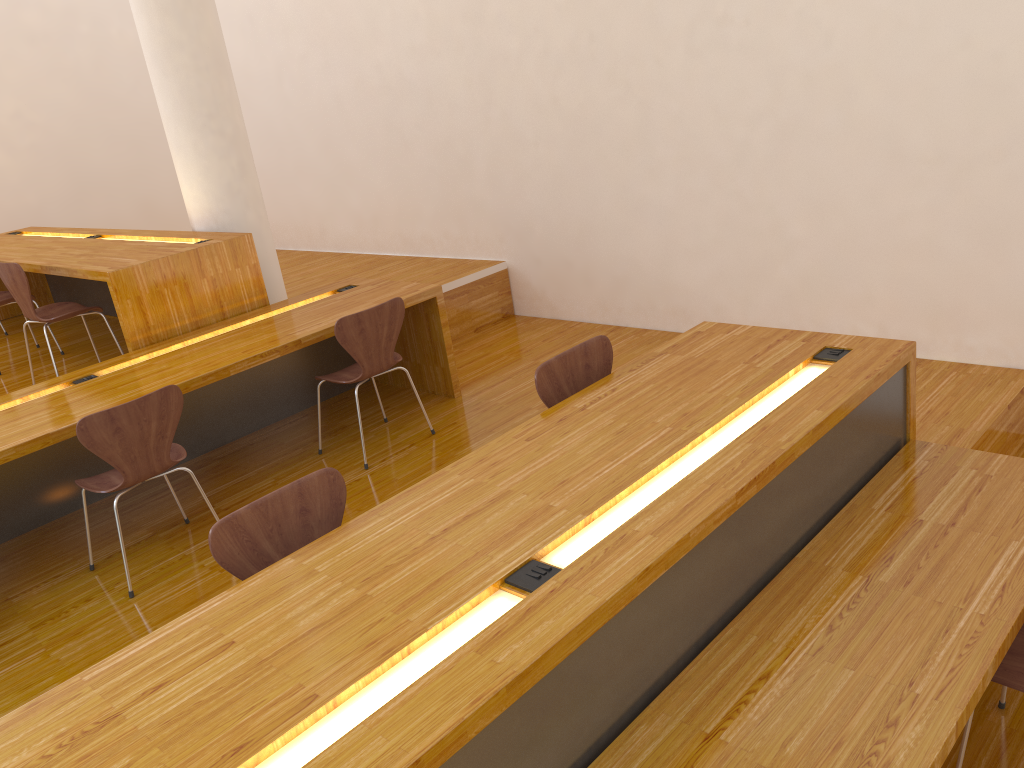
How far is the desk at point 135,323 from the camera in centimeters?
417cm

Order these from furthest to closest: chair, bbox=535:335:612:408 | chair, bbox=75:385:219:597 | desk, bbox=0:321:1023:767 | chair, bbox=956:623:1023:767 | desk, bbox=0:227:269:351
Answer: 1. desk, bbox=0:227:269:351
2. chair, bbox=75:385:219:597
3. chair, bbox=535:335:612:408
4. chair, bbox=956:623:1023:767
5. desk, bbox=0:321:1023:767

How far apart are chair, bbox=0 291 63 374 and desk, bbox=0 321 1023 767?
3.9m

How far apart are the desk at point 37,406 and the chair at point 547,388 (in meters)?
1.52

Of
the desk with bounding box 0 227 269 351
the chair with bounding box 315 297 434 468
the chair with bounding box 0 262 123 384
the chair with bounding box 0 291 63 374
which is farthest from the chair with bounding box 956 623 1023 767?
the chair with bounding box 0 291 63 374

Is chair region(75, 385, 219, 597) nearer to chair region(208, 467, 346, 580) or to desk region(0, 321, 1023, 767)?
chair region(208, 467, 346, 580)

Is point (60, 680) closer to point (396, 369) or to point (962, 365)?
point (396, 369)

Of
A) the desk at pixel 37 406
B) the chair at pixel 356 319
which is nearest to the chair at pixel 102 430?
the desk at pixel 37 406

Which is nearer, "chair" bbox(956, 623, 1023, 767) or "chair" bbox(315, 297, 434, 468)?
"chair" bbox(956, 623, 1023, 767)

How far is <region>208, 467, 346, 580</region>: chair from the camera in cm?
212
